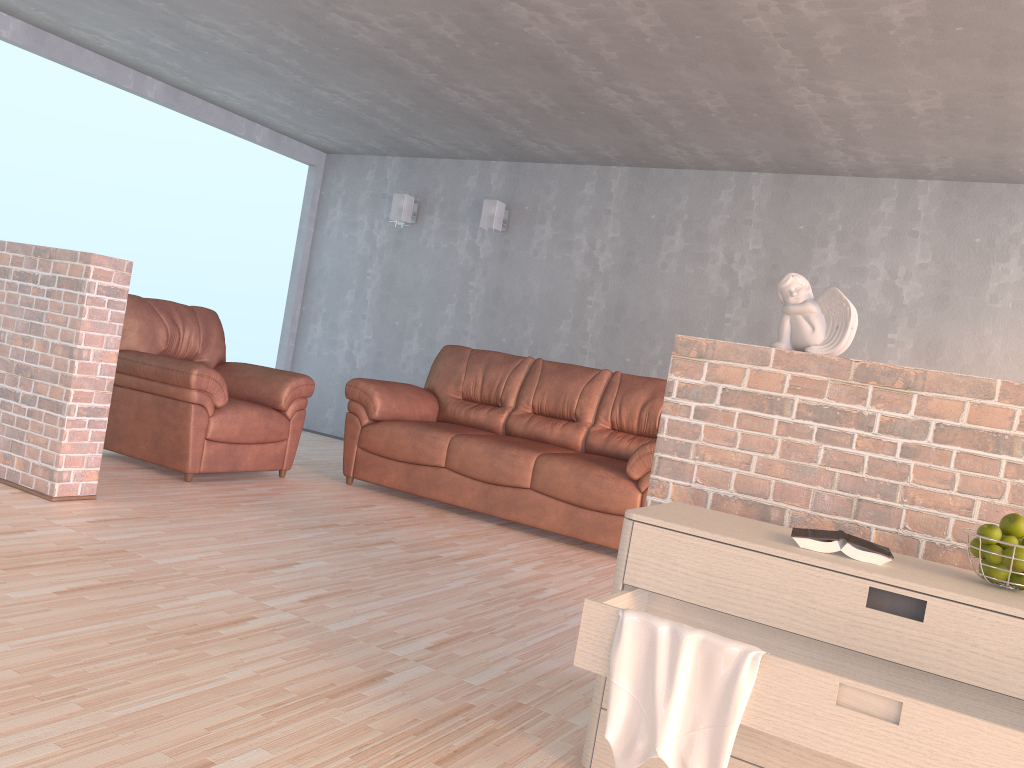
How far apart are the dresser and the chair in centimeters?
307cm

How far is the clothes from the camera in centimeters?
166cm

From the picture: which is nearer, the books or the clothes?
the clothes

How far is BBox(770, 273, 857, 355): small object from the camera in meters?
2.3 m

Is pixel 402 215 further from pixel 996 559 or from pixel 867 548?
pixel 996 559

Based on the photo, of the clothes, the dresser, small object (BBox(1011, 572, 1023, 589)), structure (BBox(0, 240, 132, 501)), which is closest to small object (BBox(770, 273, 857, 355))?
the dresser

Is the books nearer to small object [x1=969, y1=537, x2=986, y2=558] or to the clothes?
small object [x1=969, y1=537, x2=986, y2=558]

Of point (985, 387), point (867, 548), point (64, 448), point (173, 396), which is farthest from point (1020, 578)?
point (173, 396)

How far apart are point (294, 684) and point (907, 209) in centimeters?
488cm

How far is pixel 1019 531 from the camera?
1.8 meters
